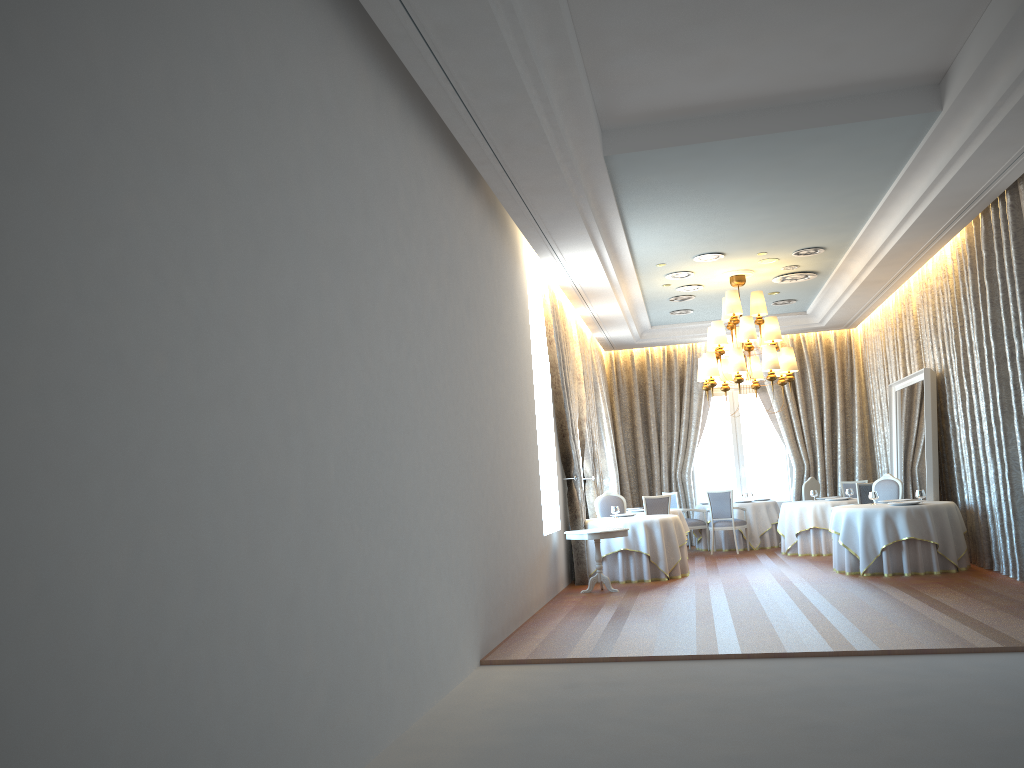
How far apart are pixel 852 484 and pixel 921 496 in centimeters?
479cm

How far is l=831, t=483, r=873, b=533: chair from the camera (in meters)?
13.37

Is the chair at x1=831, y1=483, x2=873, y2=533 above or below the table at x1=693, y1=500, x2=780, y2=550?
above

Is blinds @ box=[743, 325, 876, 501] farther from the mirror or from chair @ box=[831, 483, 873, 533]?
chair @ box=[831, 483, 873, 533]

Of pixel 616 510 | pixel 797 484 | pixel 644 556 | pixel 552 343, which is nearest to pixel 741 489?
pixel 797 484

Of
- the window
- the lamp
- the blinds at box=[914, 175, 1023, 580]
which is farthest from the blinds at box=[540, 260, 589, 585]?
the window

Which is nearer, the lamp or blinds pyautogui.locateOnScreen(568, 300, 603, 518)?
the lamp

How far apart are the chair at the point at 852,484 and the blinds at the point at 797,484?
1.1 meters

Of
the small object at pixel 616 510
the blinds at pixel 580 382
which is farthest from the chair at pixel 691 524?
the small object at pixel 616 510

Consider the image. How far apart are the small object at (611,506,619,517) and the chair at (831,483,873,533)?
3.79m
